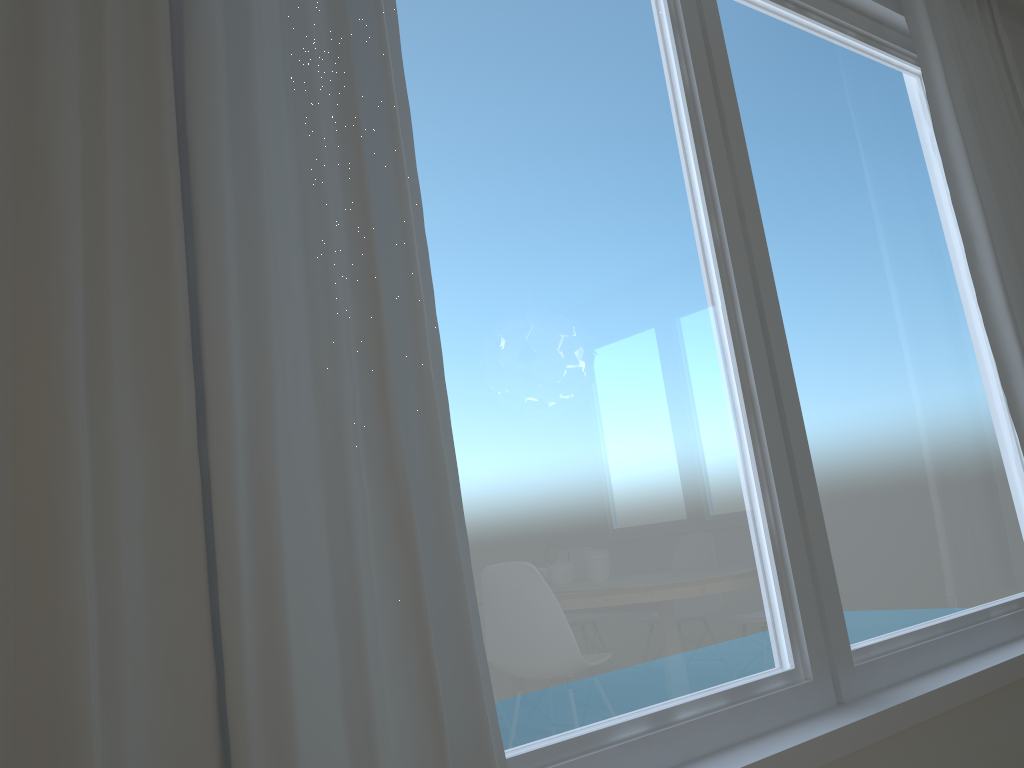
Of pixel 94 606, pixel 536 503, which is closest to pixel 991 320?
pixel 536 503

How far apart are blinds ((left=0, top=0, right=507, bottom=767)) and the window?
0.1 meters

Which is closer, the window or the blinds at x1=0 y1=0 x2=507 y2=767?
the blinds at x1=0 y1=0 x2=507 y2=767

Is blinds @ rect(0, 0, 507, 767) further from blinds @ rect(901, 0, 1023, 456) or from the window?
blinds @ rect(901, 0, 1023, 456)

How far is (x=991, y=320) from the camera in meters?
2.6

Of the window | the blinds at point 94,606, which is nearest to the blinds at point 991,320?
the window

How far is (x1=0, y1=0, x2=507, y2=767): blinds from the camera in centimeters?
96cm

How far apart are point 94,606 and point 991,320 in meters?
2.5

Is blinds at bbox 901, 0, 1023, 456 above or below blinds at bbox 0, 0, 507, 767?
above

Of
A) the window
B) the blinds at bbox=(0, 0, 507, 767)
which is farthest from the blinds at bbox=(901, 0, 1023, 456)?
the blinds at bbox=(0, 0, 507, 767)
